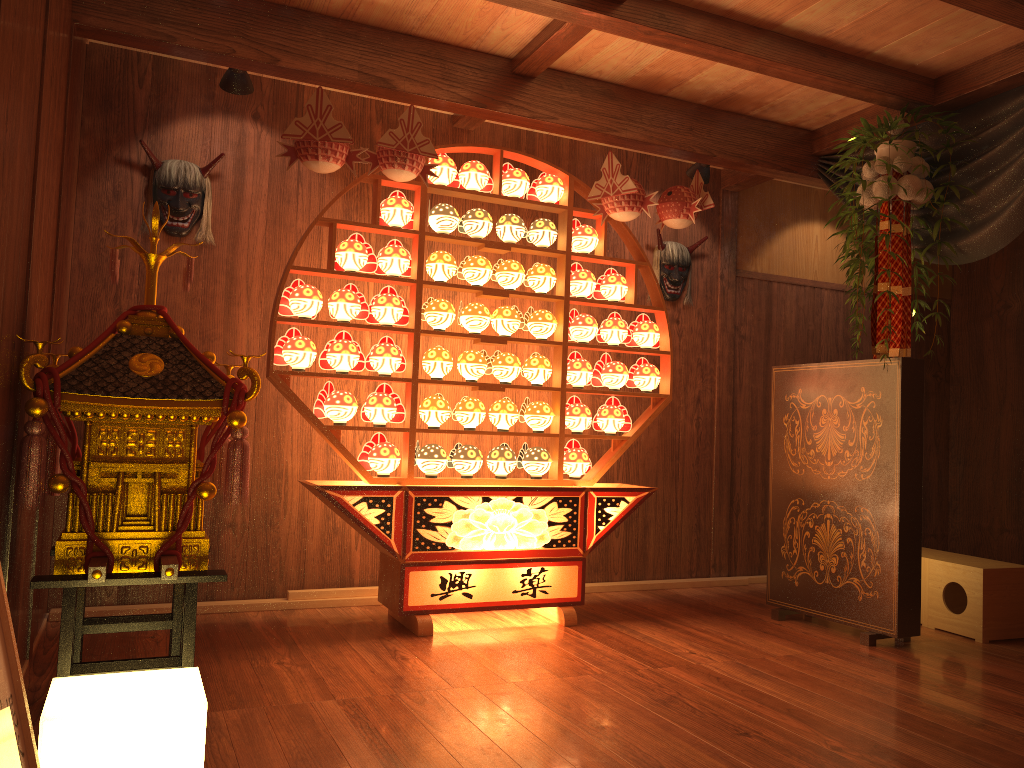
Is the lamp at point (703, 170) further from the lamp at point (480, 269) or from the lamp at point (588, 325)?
the lamp at point (480, 269)

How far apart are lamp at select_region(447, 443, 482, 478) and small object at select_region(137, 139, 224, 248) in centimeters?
153cm

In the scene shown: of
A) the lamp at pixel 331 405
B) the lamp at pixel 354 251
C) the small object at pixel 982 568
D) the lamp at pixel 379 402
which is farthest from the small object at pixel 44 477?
the small object at pixel 982 568

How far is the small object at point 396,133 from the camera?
3.6 meters

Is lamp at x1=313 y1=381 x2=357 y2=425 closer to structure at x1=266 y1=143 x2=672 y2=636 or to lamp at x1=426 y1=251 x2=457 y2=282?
structure at x1=266 y1=143 x2=672 y2=636

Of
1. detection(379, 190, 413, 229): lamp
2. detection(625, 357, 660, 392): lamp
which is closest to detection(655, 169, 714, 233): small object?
detection(625, 357, 660, 392): lamp

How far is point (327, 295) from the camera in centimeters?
444cm

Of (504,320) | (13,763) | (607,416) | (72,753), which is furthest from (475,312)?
(13,763)

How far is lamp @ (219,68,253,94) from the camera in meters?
3.8

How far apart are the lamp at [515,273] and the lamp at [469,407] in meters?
0.6 m
